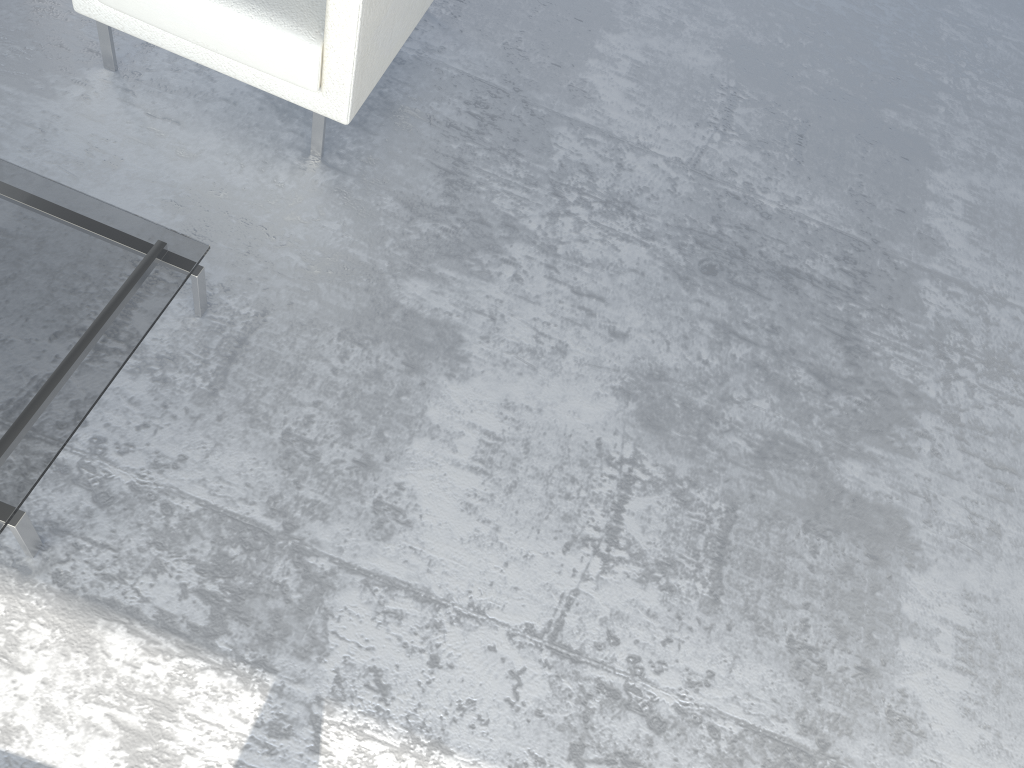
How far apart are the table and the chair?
0.52m

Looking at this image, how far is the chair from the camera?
2.1m

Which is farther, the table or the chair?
the chair

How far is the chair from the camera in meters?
2.1 m

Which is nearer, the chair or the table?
the table

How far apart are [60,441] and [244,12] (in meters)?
1.09

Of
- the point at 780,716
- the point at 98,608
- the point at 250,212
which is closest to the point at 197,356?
the point at 250,212

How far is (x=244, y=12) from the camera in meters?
2.1

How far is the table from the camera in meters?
1.6 m

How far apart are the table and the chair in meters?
0.5 m
